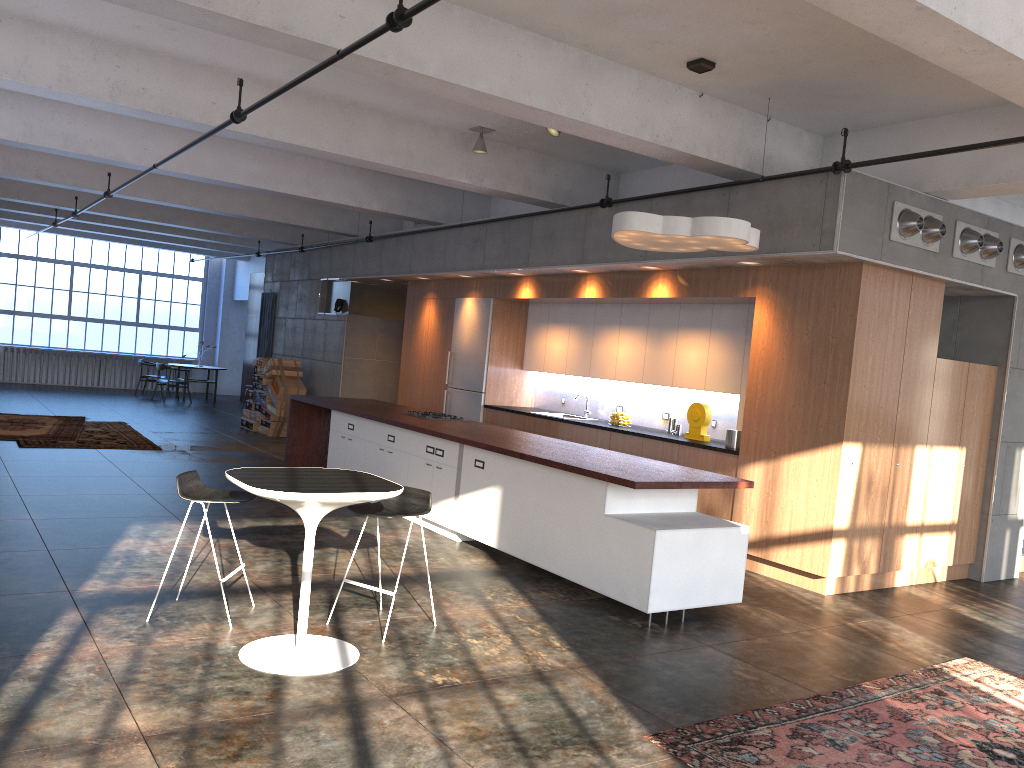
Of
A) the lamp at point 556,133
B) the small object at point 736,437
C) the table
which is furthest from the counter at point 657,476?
the lamp at point 556,133

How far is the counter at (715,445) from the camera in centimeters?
832cm

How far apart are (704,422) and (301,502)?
5.28m

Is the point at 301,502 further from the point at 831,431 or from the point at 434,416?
the point at 434,416

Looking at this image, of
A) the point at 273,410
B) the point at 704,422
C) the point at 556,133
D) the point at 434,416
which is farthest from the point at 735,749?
the point at 273,410

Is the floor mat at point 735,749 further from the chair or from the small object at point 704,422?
the small object at point 704,422

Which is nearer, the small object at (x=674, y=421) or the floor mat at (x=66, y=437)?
the small object at (x=674, y=421)

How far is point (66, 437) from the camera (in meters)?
12.27

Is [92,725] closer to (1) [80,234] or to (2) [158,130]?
(2) [158,130]

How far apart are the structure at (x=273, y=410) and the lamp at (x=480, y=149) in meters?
7.2
